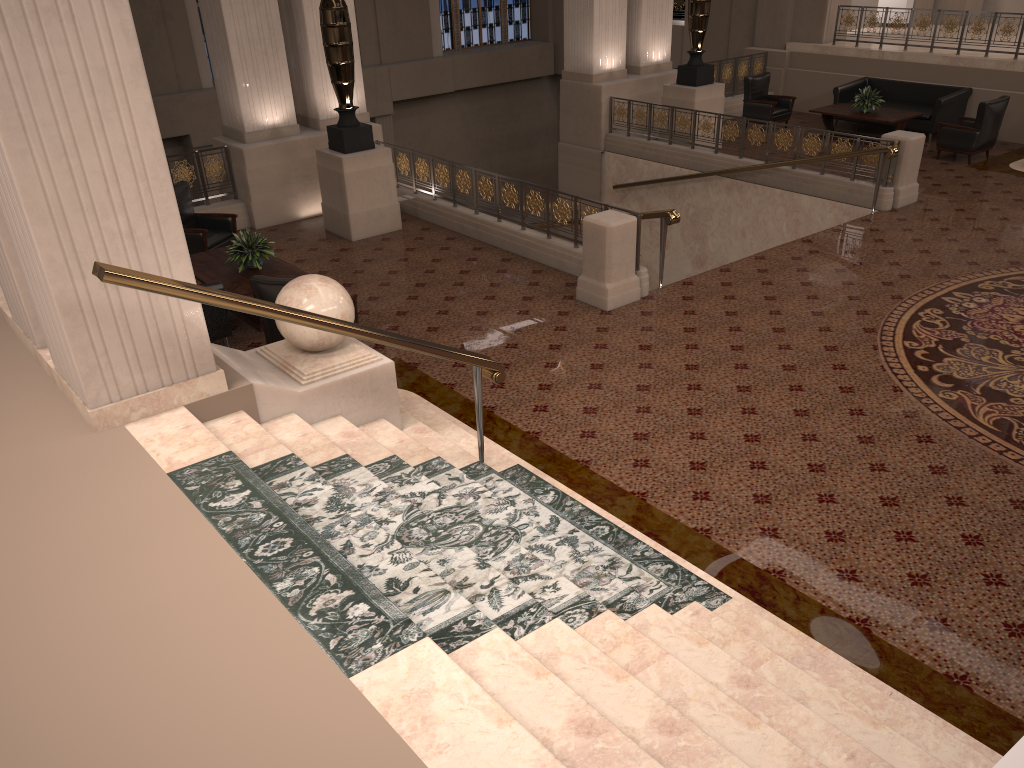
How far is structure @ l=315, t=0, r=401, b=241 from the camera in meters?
10.1 m

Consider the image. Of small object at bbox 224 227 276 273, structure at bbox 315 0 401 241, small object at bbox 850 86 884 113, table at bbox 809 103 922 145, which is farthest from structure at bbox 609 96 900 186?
small object at bbox 224 227 276 273

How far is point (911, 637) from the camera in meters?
4.4

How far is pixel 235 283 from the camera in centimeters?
828cm

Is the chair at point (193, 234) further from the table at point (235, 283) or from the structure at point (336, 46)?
the structure at point (336, 46)

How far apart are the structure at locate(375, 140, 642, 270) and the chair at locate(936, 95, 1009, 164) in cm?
701

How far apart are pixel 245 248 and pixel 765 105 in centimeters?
1015cm

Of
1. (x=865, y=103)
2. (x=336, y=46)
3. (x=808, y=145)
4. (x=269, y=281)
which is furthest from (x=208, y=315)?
(x=865, y=103)

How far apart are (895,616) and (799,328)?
3.86m

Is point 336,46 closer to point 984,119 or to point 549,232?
point 549,232
